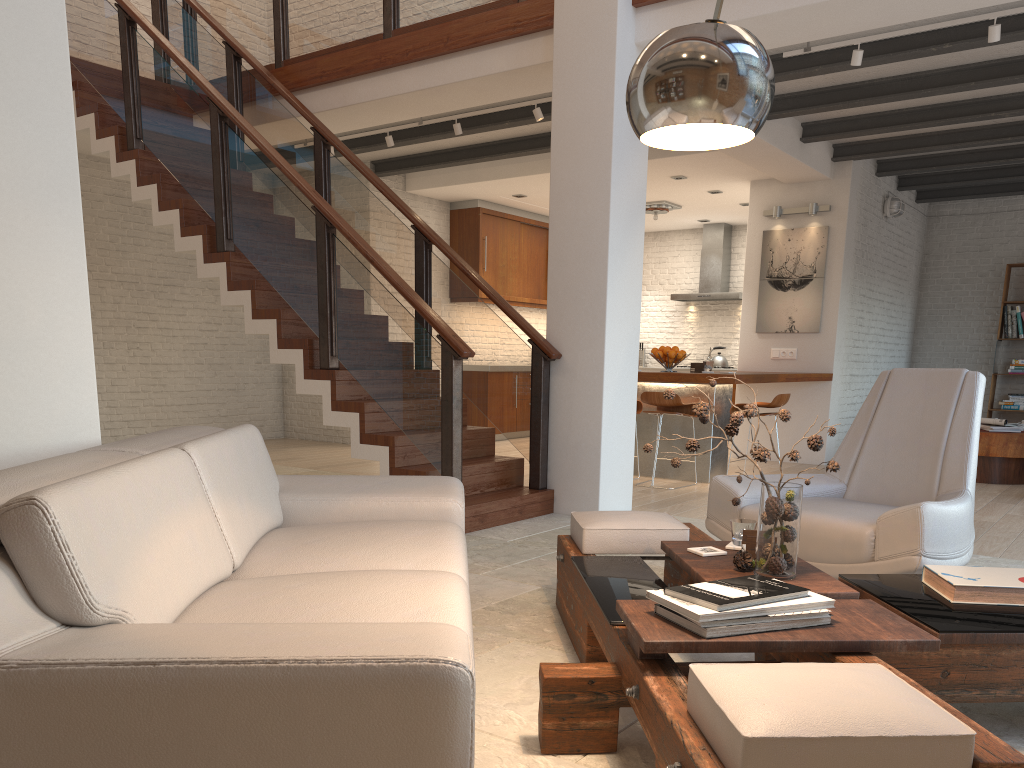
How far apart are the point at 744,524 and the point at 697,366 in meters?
4.8

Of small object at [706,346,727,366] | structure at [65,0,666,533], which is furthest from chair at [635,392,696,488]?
small object at [706,346,727,366]

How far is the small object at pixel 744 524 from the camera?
2.9m

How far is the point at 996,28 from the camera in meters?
5.0

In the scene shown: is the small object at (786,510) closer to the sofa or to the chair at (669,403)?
the sofa

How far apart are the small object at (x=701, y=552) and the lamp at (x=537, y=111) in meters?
4.8 m

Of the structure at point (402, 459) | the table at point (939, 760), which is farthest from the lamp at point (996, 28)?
the table at point (939, 760)

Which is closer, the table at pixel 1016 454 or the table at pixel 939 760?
the table at pixel 939 760

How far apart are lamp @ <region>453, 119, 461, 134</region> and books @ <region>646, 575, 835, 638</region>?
5.9m

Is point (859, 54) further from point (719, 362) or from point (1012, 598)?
point (719, 362)
